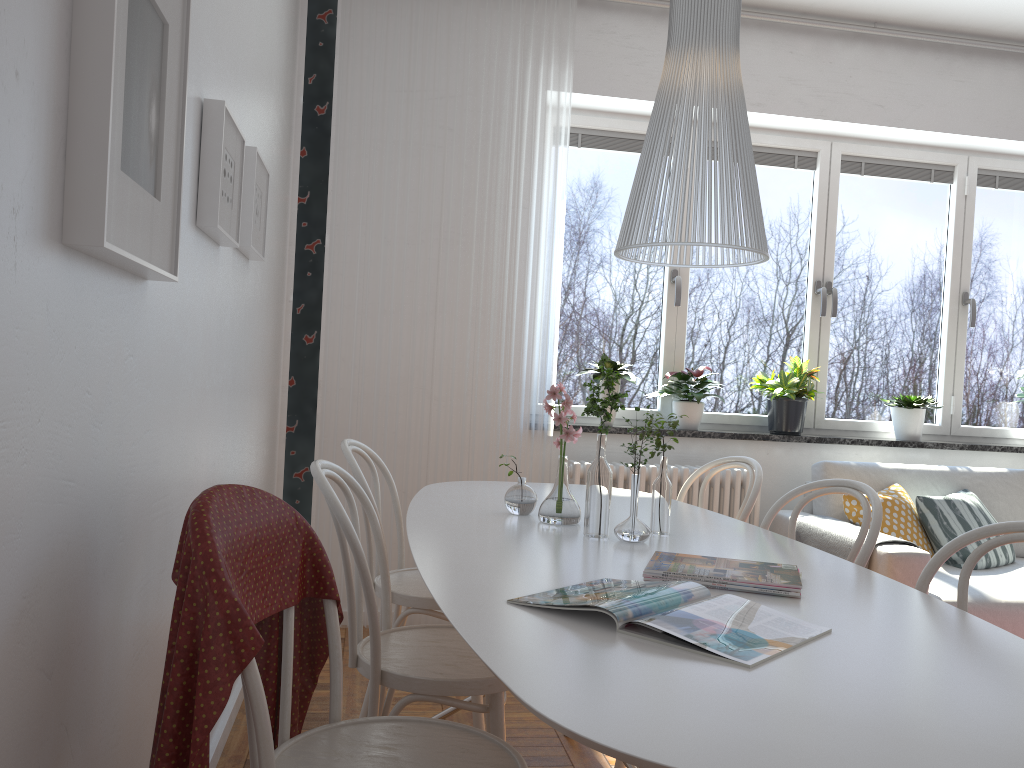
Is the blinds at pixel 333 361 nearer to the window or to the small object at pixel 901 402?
the window

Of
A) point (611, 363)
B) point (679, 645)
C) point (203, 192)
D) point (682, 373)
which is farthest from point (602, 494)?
point (682, 373)

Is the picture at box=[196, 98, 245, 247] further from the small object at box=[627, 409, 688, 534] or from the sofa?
the sofa

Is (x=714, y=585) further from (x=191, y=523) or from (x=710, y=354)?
(x=710, y=354)

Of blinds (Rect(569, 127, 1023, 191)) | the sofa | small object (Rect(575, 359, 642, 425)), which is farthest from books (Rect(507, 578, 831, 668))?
blinds (Rect(569, 127, 1023, 191))

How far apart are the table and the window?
1.5m

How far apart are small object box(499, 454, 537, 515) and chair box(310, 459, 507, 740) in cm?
33

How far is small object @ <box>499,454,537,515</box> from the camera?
2.3m

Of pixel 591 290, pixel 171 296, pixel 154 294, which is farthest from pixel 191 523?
pixel 591 290

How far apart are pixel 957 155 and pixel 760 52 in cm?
126
